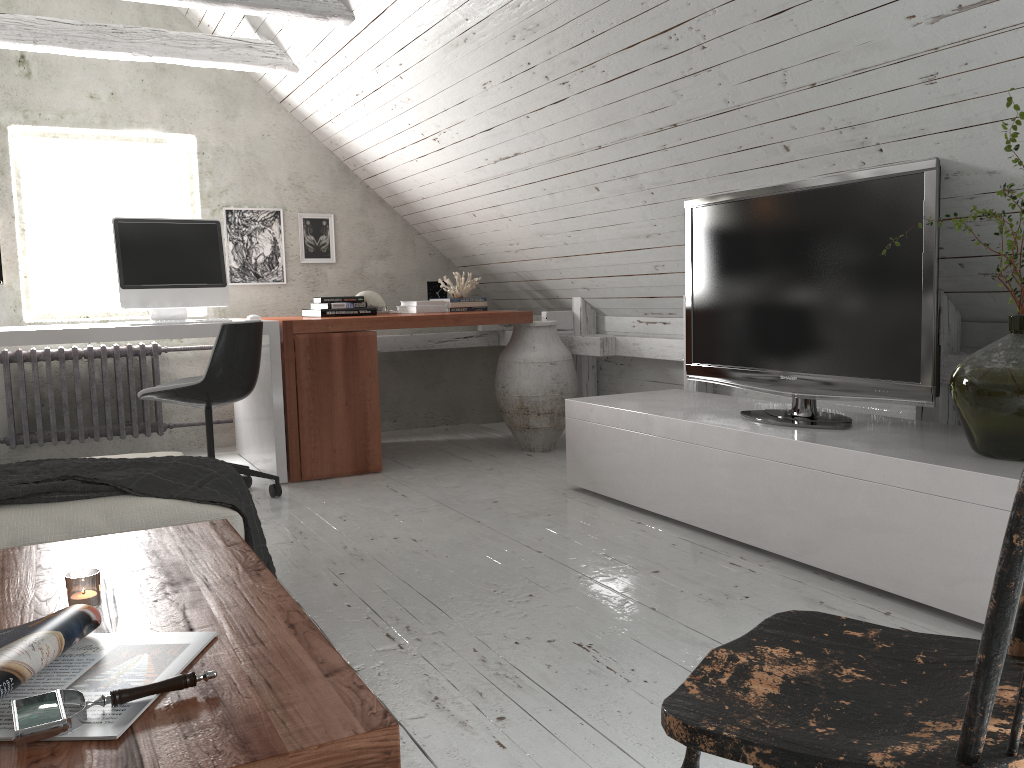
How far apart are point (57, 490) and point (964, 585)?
2.2m

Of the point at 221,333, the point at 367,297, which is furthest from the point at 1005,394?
the point at 367,297

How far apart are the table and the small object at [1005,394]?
1.7 meters

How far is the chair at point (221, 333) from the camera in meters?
3.5

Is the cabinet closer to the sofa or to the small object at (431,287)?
the sofa

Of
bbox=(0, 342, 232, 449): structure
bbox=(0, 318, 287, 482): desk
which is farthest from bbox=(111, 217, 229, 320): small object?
bbox=(0, 342, 232, 449): structure

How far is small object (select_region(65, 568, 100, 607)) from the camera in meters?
1.4

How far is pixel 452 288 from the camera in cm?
505

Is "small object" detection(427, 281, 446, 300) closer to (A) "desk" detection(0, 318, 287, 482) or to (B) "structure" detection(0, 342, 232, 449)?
(A) "desk" detection(0, 318, 287, 482)

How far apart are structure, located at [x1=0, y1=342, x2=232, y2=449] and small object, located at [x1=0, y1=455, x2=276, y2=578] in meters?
2.4
